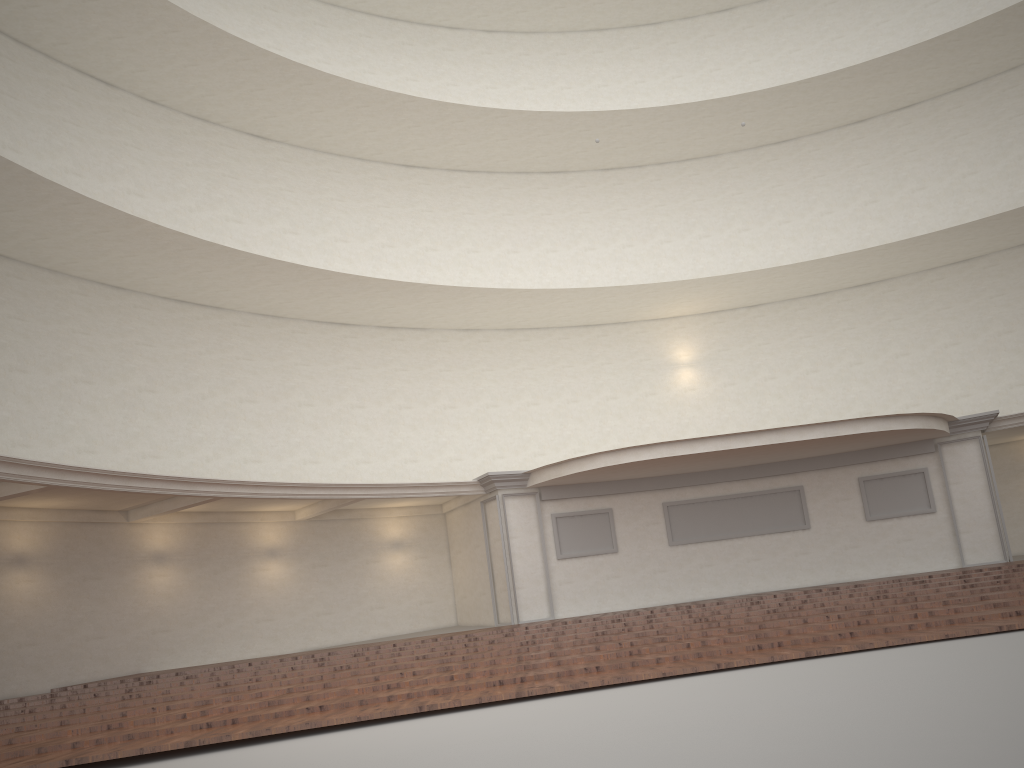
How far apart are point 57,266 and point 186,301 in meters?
2.7
